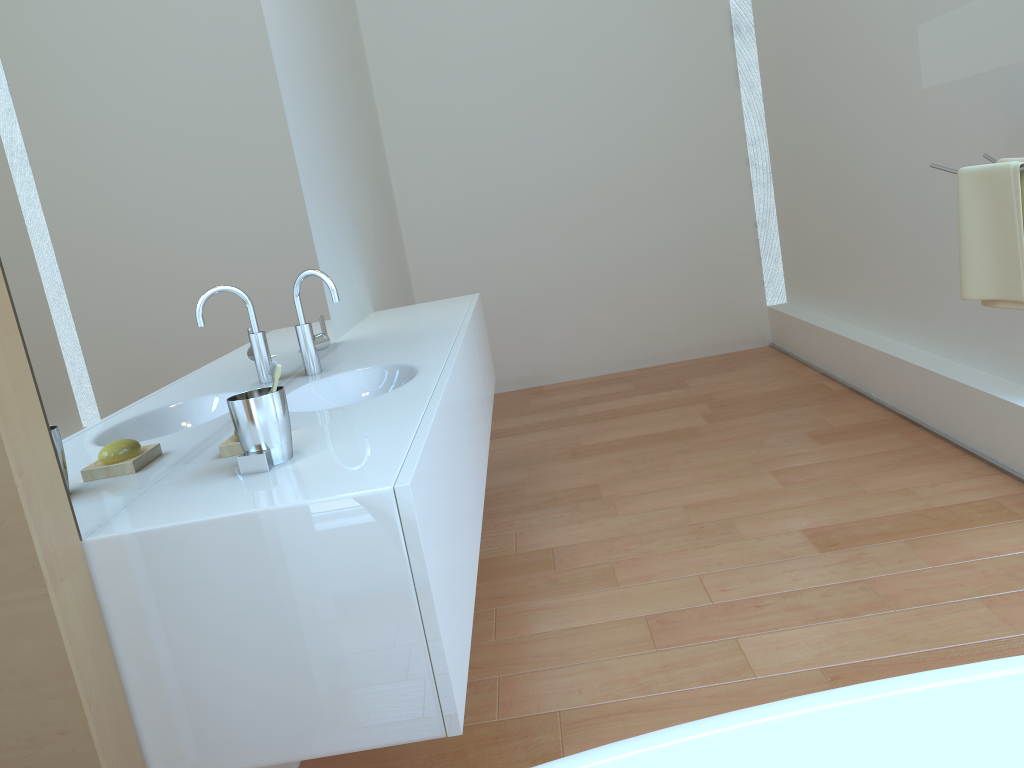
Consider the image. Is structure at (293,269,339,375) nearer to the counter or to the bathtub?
the counter

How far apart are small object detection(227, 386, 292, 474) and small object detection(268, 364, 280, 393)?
0.0 meters

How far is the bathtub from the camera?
1.0m

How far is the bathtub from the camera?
1.0 meters

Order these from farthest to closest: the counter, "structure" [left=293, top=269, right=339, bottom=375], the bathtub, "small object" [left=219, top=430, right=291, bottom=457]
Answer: "structure" [left=293, top=269, right=339, bottom=375], "small object" [left=219, top=430, right=291, bottom=457], the counter, the bathtub

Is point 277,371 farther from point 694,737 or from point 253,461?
point 694,737

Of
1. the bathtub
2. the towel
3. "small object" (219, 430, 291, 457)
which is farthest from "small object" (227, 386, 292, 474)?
the towel

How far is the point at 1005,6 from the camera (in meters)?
1.99

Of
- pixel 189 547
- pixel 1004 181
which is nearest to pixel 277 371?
pixel 189 547

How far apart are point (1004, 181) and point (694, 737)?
1.7 meters
